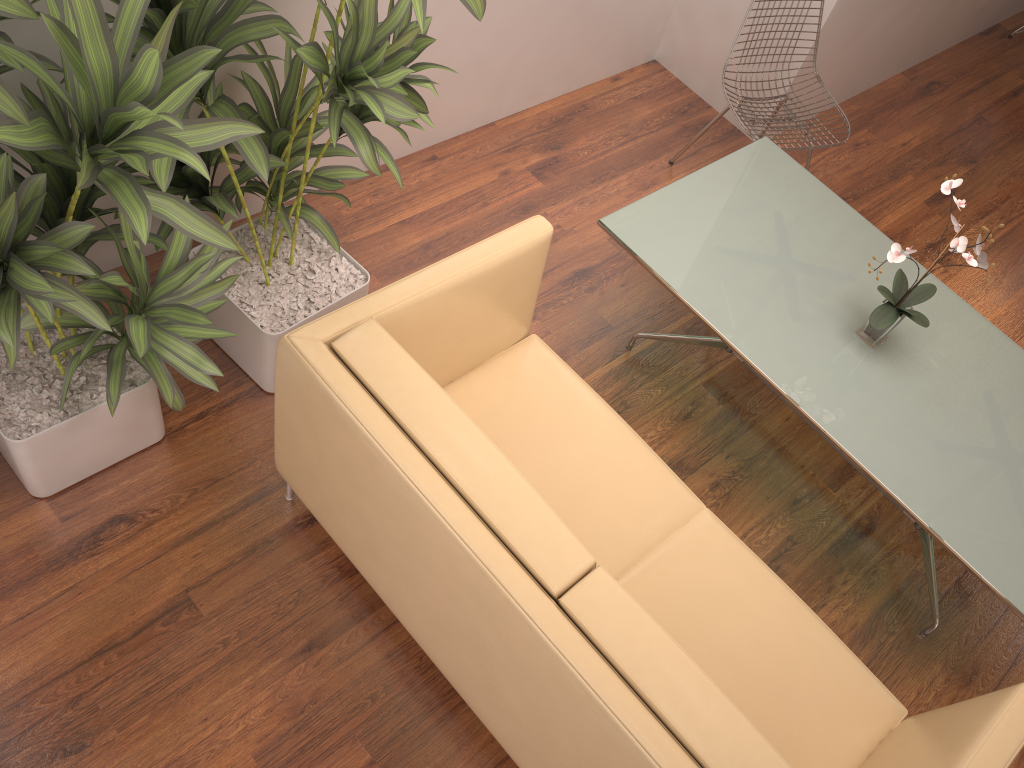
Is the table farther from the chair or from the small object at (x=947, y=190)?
the chair

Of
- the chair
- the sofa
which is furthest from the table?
the sofa

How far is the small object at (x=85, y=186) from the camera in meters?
1.6 m

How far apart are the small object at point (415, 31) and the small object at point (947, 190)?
1.40m

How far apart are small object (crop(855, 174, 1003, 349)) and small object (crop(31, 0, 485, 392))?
1.4 meters

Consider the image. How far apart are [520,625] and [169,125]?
1.2m

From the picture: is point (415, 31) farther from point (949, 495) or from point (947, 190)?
point (949, 495)

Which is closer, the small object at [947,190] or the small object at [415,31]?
the small object at [415,31]

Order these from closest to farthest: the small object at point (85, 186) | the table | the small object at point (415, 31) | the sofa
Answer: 1. the small object at point (85, 186)
2. the sofa
3. the small object at point (415, 31)
4. the table

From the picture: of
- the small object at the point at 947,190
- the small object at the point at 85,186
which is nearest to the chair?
the small object at the point at 947,190
